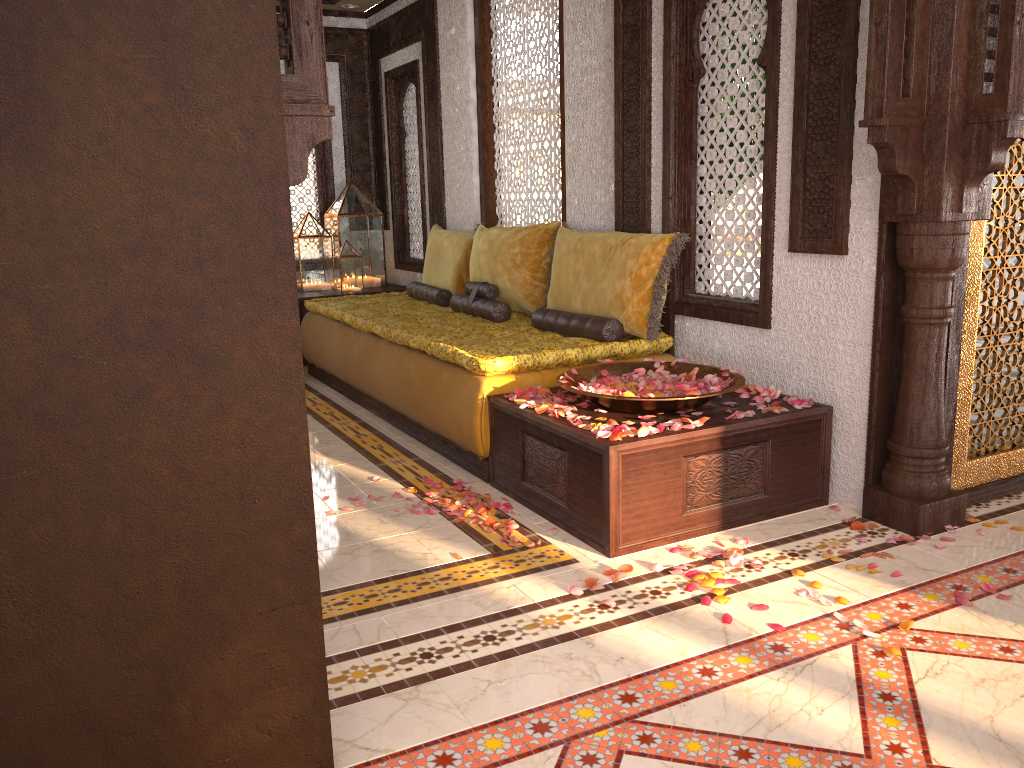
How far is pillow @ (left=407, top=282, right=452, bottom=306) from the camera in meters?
5.9

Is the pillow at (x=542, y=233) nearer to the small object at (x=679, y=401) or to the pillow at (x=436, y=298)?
the pillow at (x=436, y=298)

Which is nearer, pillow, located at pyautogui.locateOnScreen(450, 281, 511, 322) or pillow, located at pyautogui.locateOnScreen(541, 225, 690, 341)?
pillow, located at pyautogui.locateOnScreen(541, 225, 690, 341)

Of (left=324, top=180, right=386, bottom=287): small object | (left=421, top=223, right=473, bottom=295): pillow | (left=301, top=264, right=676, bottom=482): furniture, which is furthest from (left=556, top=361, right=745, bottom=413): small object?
(left=324, top=180, right=386, bottom=287): small object

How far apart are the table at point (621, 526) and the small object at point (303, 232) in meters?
3.9 m

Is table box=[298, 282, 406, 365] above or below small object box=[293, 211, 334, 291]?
below

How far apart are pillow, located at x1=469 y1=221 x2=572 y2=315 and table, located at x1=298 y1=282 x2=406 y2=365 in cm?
172

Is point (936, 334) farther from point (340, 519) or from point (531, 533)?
point (340, 519)

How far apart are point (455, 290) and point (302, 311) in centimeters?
152cm

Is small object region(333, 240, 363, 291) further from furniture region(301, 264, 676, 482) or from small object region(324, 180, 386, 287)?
furniture region(301, 264, 676, 482)
